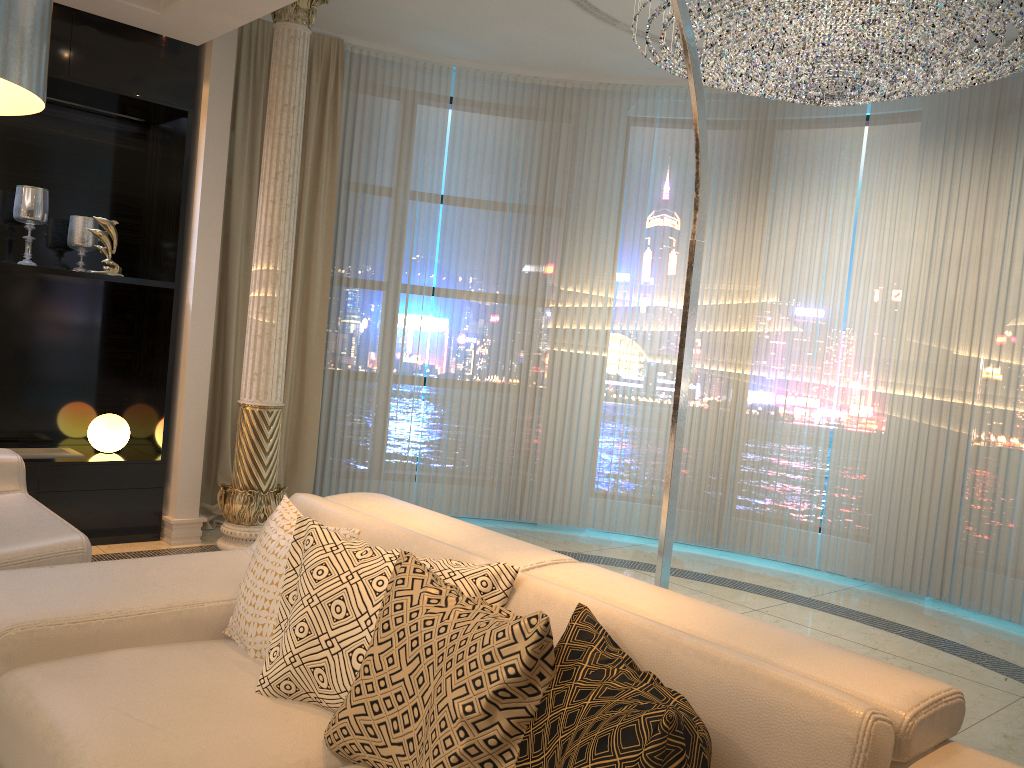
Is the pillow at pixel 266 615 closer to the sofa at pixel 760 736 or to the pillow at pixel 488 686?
the sofa at pixel 760 736

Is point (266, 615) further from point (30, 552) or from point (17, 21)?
point (17, 21)

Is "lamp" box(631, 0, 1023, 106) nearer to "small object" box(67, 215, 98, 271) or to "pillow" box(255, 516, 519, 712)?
"pillow" box(255, 516, 519, 712)

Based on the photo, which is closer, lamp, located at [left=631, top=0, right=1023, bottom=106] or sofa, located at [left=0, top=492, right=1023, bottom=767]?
sofa, located at [left=0, top=492, right=1023, bottom=767]

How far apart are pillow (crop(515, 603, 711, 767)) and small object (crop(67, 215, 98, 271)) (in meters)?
4.05

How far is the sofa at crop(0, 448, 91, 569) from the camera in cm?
265

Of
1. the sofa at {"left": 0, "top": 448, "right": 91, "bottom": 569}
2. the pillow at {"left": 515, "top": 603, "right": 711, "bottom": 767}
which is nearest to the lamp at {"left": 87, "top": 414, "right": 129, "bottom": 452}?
the sofa at {"left": 0, "top": 448, "right": 91, "bottom": 569}

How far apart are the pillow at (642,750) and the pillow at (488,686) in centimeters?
1cm

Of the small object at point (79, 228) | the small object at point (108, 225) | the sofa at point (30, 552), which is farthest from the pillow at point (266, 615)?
the small object at point (79, 228)

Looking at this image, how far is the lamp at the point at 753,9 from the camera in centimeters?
351cm
